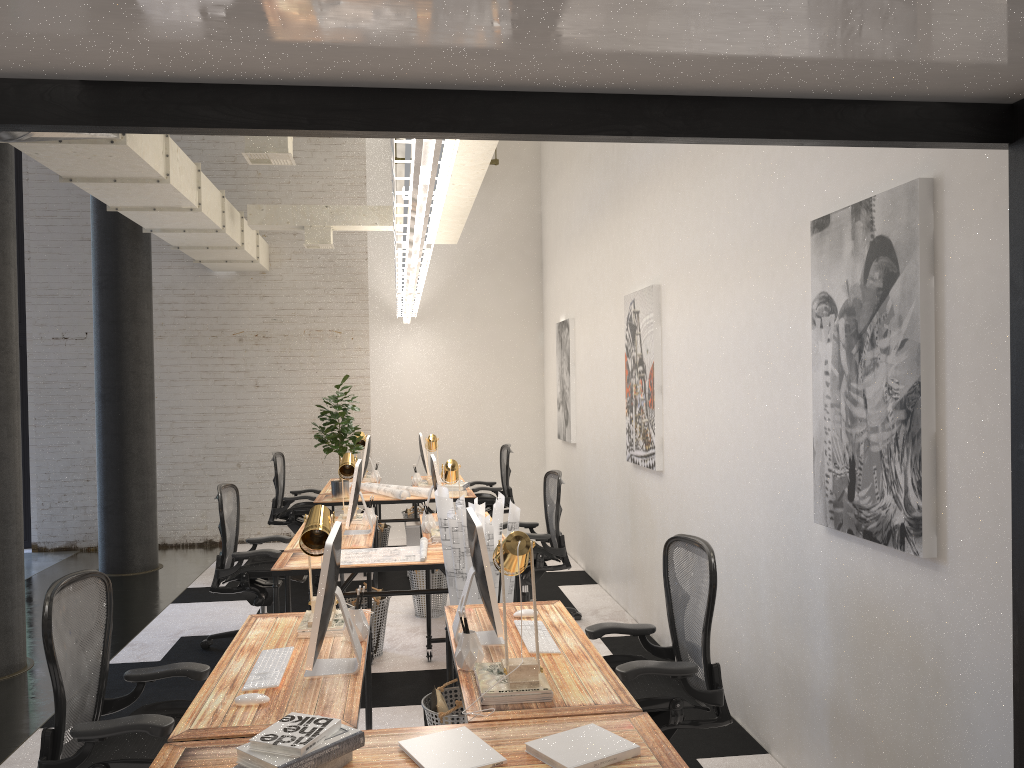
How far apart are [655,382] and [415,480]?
3.6m

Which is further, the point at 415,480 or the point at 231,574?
the point at 415,480

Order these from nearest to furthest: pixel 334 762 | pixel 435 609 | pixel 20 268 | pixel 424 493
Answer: pixel 334 762
pixel 435 609
pixel 424 493
pixel 20 268

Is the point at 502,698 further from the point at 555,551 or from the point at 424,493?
the point at 424,493

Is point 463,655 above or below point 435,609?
above

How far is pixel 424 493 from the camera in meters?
7.6 m

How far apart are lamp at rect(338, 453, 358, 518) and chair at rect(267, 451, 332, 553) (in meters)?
2.03

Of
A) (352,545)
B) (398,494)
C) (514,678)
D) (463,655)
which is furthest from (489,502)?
(514,678)

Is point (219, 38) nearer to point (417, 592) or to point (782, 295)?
point (782, 295)

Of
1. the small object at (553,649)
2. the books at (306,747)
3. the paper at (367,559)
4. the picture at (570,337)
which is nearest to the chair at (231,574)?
the paper at (367,559)
